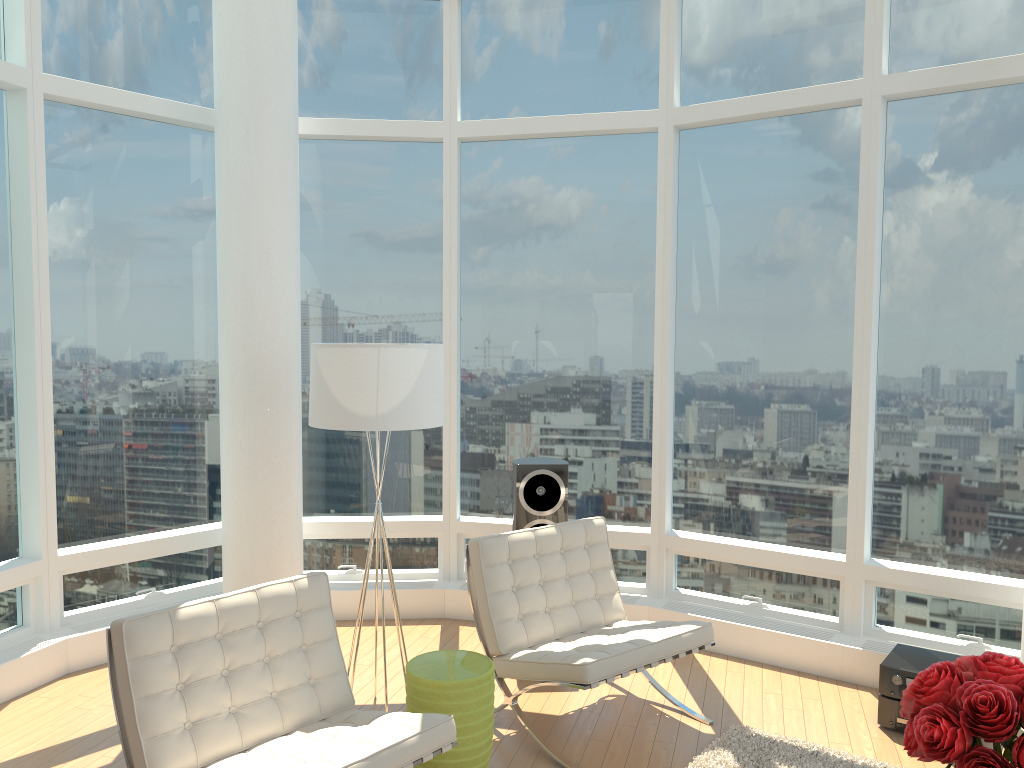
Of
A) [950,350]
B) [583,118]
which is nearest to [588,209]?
[583,118]

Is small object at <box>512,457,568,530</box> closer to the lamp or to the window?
the window

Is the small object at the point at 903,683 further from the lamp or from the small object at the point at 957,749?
the lamp

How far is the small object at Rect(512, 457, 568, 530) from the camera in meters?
5.4 m

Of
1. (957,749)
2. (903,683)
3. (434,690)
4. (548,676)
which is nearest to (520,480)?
(548,676)

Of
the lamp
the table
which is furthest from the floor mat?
the lamp

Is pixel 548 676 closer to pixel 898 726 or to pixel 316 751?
pixel 316 751

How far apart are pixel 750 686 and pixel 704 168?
3.2m

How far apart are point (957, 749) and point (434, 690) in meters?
2.0

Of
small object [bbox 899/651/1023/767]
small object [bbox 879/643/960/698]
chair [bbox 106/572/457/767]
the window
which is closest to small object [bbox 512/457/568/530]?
the window
